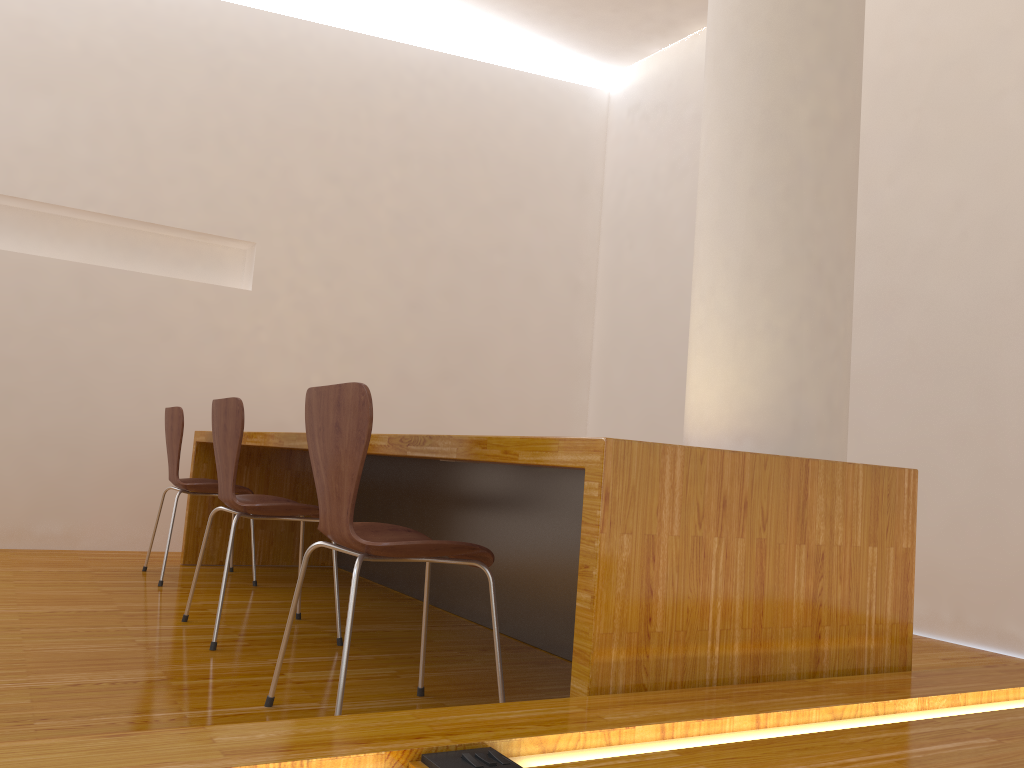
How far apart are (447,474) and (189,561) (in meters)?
1.43

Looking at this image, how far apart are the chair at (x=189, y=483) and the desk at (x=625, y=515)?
0.18m

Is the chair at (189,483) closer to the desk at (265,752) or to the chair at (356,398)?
the chair at (356,398)

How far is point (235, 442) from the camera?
2.5m

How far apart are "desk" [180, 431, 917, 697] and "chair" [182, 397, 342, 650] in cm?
18

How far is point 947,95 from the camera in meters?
3.8

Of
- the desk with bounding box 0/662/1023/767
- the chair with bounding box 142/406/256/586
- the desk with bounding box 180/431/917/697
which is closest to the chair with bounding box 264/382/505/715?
the desk with bounding box 180/431/917/697

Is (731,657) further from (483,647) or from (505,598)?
(505,598)

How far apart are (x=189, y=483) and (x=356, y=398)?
2.1m

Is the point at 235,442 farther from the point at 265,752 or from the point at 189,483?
the point at 265,752
